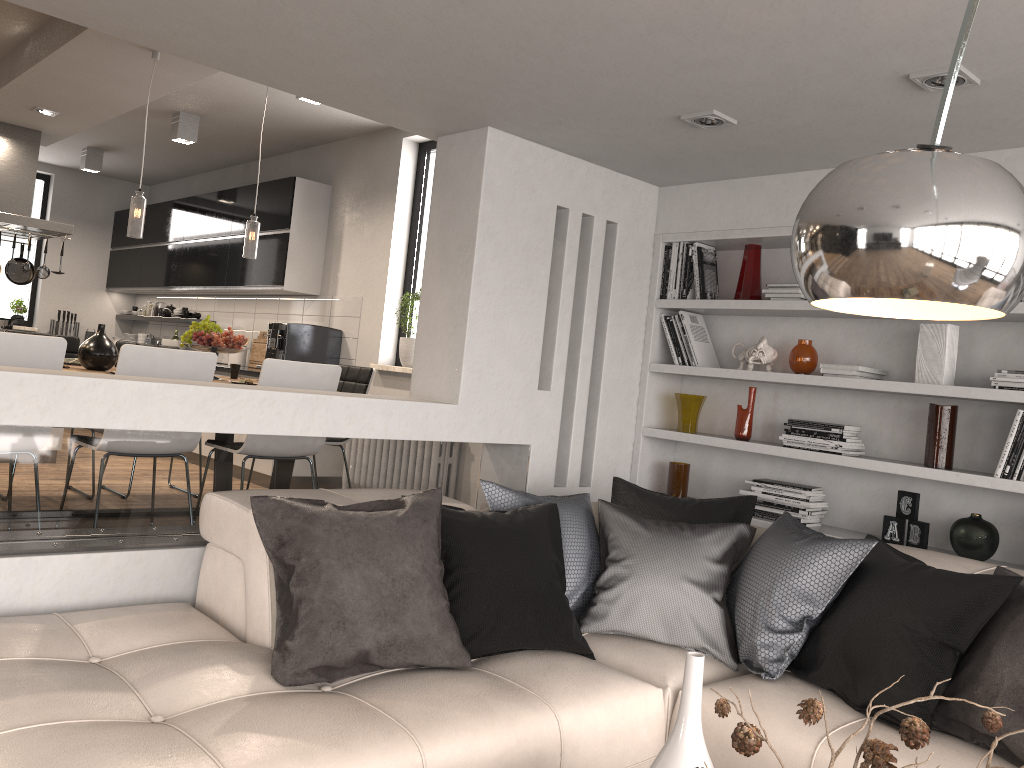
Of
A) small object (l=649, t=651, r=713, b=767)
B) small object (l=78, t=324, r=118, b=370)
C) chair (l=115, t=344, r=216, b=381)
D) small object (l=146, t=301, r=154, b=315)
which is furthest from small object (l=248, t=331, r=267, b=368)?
small object (l=649, t=651, r=713, b=767)

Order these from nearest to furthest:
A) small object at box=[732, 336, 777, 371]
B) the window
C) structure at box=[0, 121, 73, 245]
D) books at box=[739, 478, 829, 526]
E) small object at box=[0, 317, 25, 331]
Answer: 1. books at box=[739, 478, 829, 526]
2. small object at box=[732, 336, 777, 371]
3. the window
4. structure at box=[0, 121, 73, 245]
5. small object at box=[0, 317, 25, 331]

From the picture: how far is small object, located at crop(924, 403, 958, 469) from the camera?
3.63m

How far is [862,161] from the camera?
1.2 meters

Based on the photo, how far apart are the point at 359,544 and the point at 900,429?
2.6m

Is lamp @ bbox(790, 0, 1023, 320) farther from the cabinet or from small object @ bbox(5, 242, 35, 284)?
small object @ bbox(5, 242, 35, 284)

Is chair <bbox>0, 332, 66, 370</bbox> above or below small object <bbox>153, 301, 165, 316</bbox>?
below

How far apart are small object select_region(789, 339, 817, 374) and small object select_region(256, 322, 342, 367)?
3.8m

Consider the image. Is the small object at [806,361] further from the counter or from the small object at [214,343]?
the counter

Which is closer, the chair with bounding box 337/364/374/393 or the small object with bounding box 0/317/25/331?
the chair with bounding box 337/364/374/393
